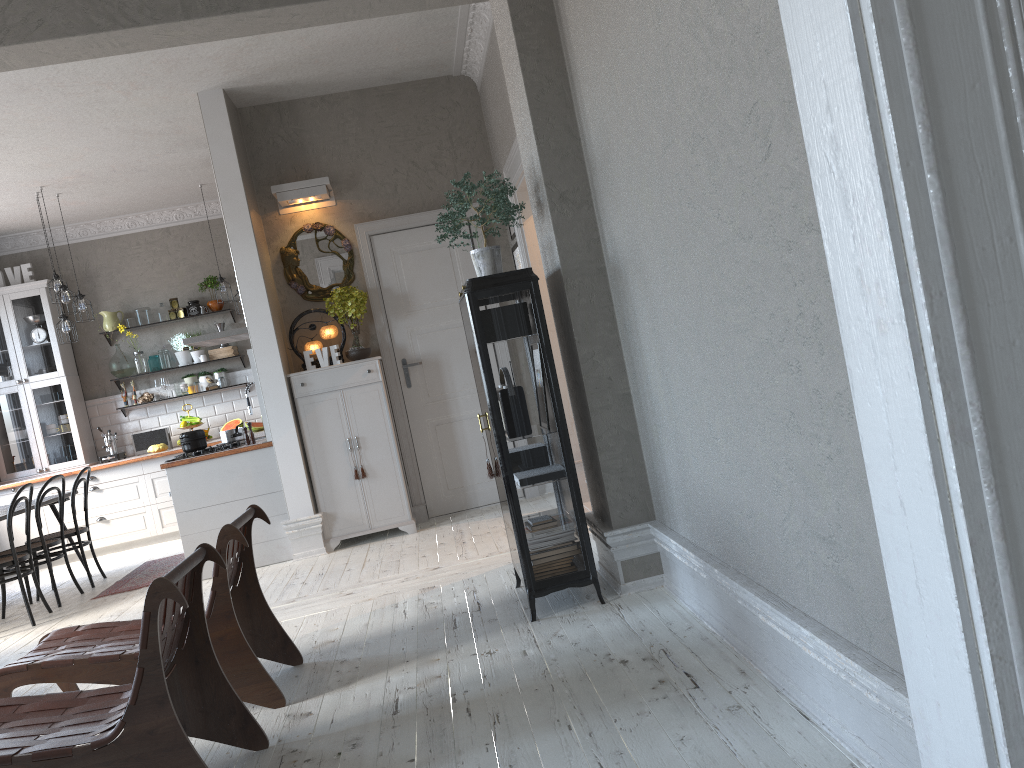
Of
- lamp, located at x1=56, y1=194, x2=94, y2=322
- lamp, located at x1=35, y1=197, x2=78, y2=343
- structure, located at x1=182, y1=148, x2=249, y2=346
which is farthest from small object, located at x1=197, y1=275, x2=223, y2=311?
structure, located at x1=182, y1=148, x2=249, y2=346

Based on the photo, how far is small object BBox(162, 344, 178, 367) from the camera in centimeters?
940cm

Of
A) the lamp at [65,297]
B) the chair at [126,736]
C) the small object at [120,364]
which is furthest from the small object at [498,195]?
the small object at [120,364]

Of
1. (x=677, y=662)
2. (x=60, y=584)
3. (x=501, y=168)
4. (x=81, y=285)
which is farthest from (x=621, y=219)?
(x=81, y=285)

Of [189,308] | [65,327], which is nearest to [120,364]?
[189,308]

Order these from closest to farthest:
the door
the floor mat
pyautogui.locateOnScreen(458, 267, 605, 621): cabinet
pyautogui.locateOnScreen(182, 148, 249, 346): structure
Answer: pyautogui.locateOnScreen(458, 267, 605, 621): cabinet → the floor mat → the door → pyautogui.locateOnScreen(182, 148, 249, 346): structure

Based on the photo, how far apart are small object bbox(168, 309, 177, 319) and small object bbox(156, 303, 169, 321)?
0.11m

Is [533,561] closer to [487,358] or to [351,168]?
[487,358]

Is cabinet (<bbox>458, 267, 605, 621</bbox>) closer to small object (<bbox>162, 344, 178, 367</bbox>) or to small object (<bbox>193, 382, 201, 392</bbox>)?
small object (<bbox>193, 382, 201, 392</bbox>)

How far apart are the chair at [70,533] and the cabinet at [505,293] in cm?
429
